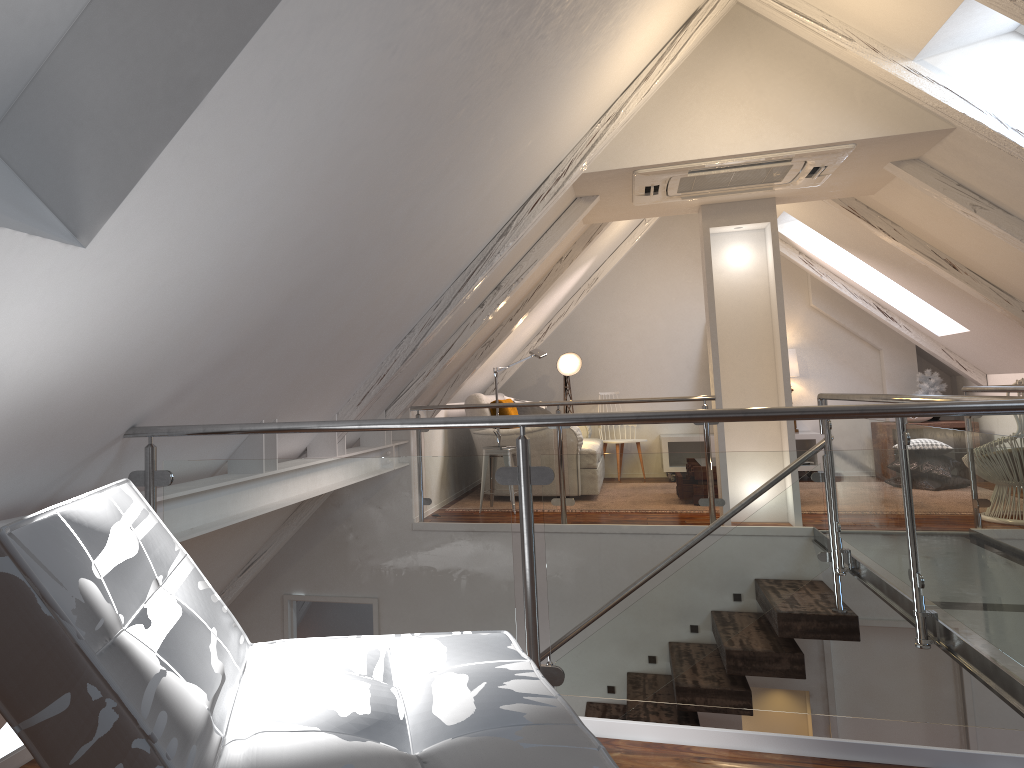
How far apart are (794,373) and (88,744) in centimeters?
748cm

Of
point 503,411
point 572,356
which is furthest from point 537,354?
point 572,356

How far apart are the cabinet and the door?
3.0 meters

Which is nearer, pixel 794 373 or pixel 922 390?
pixel 922 390

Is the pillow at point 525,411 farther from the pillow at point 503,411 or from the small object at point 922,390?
the small object at point 922,390

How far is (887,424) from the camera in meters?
3.4

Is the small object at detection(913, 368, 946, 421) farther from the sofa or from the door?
the sofa

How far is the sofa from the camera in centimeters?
658cm

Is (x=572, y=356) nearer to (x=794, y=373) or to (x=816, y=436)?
(x=794, y=373)

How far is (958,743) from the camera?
4.93m
